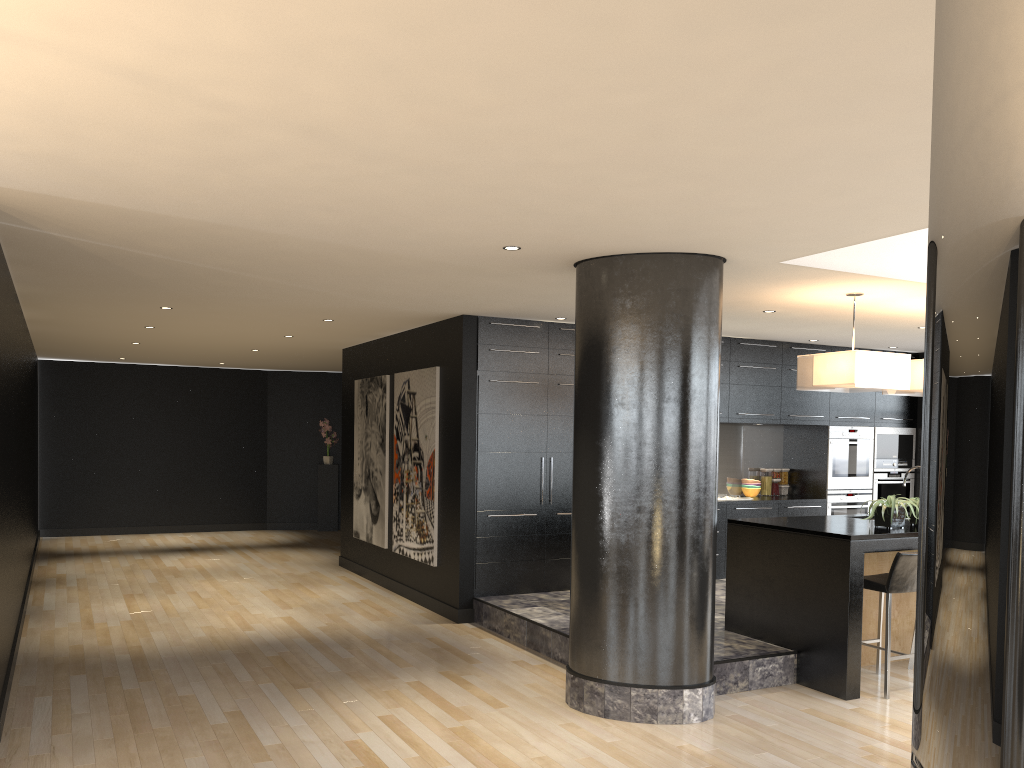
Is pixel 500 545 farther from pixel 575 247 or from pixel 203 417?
pixel 203 417

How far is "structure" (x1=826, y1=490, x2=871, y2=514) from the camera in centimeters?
978cm

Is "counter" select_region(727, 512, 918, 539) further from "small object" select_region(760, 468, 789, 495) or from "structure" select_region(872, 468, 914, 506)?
"structure" select_region(872, 468, 914, 506)

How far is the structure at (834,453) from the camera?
9.81m

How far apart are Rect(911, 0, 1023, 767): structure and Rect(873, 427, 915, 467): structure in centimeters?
1042cm

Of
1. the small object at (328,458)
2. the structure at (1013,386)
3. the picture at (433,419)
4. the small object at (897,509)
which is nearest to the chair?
the small object at (897,509)

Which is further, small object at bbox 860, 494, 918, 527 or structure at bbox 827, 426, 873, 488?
structure at bbox 827, 426, 873, 488

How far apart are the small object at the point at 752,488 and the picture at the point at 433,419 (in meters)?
3.76

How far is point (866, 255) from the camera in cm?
572

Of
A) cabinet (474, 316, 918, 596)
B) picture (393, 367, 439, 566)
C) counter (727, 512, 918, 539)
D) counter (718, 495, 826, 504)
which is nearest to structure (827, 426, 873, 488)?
cabinet (474, 316, 918, 596)
